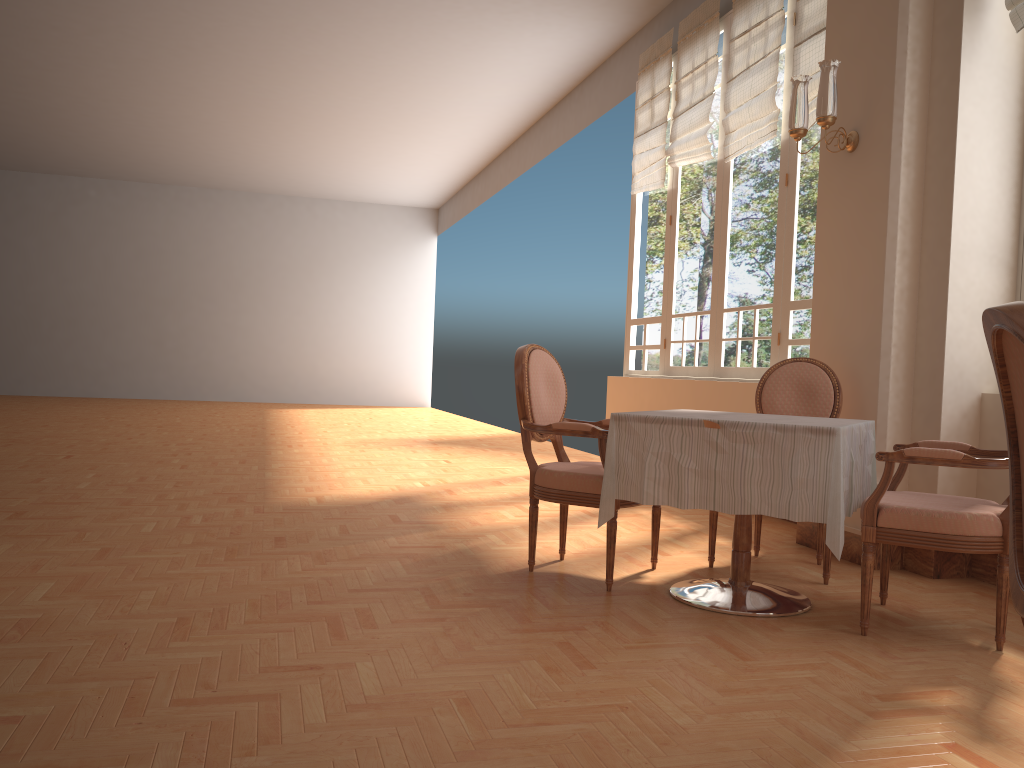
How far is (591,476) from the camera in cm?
336

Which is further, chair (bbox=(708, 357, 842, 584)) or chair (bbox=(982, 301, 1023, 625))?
chair (bbox=(708, 357, 842, 584))

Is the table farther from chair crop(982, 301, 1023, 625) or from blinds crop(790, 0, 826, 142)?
blinds crop(790, 0, 826, 142)

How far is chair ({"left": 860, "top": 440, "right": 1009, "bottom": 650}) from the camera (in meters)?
2.73

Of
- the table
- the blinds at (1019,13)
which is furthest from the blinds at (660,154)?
the table

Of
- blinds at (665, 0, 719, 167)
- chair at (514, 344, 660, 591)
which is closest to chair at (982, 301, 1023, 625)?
chair at (514, 344, 660, 591)

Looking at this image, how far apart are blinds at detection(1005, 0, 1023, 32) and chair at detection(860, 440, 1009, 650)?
1.8m

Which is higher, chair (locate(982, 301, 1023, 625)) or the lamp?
the lamp

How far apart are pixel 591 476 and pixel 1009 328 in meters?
2.3

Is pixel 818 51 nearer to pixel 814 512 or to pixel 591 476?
pixel 591 476
